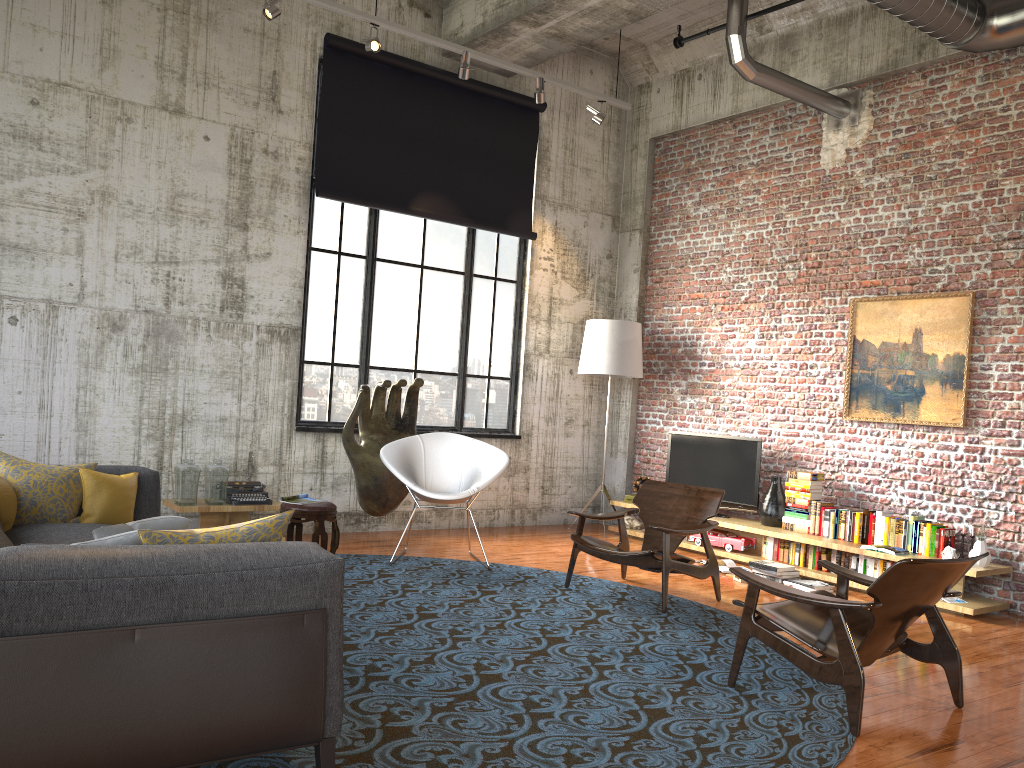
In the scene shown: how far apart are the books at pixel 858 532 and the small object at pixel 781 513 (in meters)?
0.81

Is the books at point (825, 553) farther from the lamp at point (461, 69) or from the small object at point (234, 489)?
the lamp at point (461, 69)

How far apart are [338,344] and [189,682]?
6.0m

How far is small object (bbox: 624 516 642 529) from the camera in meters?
9.2 m

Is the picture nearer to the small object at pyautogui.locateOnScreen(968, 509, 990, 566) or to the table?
the small object at pyautogui.locateOnScreen(968, 509, 990, 566)

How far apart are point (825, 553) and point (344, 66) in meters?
6.1

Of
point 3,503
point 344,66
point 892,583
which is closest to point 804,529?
point 892,583

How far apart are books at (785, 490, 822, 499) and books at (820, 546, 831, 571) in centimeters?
53cm

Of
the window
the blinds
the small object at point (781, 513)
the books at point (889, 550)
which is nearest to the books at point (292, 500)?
the window

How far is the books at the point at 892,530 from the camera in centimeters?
709cm
